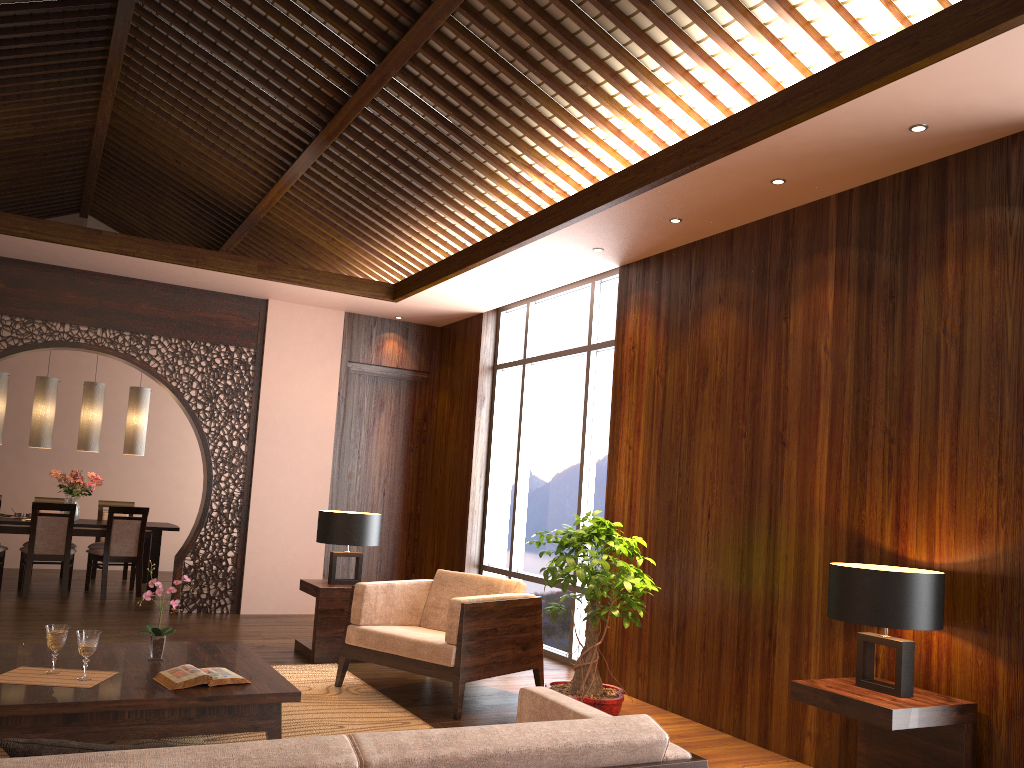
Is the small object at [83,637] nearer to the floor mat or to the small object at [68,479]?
the floor mat

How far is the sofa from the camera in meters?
1.6 m

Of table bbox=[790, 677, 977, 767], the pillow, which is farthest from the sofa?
table bbox=[790, 677, 977, 767]

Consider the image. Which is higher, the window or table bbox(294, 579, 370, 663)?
the window

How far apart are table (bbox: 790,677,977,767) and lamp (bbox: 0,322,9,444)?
7.8m

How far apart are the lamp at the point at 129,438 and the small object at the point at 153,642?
5.5 meters

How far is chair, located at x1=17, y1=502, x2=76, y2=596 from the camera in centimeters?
801cm

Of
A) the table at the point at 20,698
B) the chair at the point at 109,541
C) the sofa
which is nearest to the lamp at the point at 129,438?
the chair at the point at 109,541

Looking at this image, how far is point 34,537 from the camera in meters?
8.0 m

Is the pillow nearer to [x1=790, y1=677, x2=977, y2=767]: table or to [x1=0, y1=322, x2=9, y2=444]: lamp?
[x1=790, y1=677, x2=977, y2=767]: table
